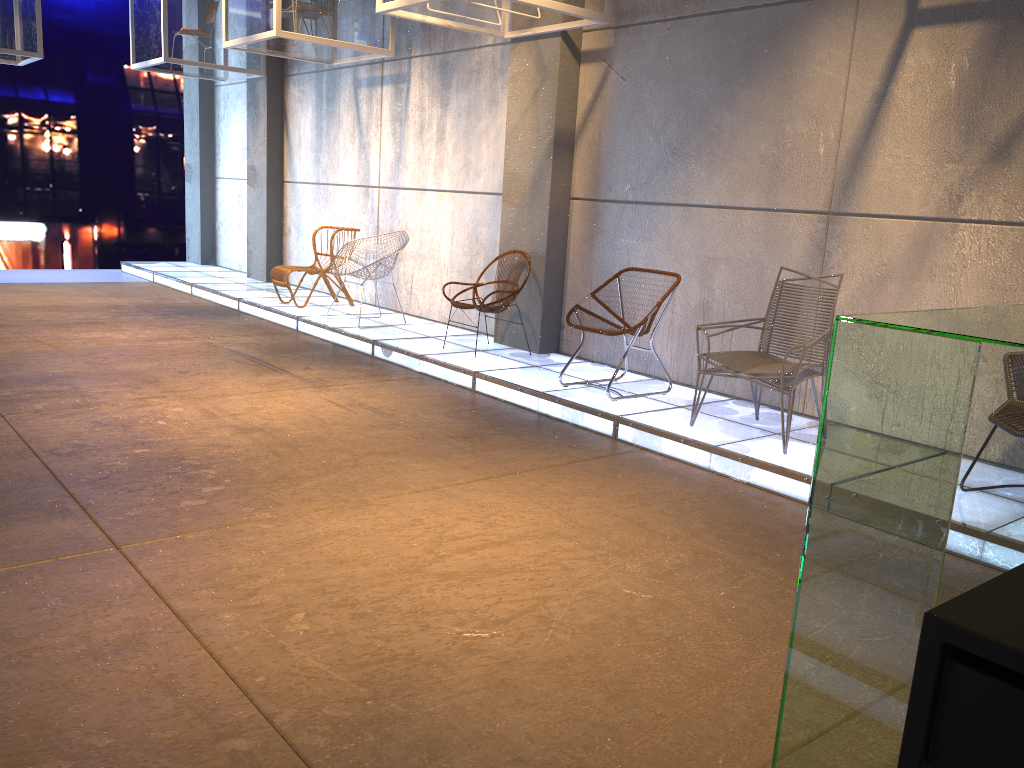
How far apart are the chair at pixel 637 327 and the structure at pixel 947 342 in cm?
367

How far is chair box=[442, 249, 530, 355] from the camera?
6.8m

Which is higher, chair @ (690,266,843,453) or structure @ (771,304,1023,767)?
structure @ (771,304,1023,767)

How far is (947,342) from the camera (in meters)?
1.11

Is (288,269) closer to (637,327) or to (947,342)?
(637,327)

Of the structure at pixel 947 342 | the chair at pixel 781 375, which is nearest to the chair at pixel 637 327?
the chair at pixel 781 375

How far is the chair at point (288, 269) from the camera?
8.8m

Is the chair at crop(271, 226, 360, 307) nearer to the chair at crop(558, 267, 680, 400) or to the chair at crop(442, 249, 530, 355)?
the chair at crop(442, 249, 530, 355)

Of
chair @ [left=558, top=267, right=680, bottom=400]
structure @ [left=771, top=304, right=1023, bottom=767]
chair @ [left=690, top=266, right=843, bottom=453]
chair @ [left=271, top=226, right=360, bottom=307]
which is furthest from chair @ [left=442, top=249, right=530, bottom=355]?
structure @ [left=771, top=304, right=1023, bottom=767]

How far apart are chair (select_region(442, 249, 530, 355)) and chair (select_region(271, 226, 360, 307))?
2.4m
